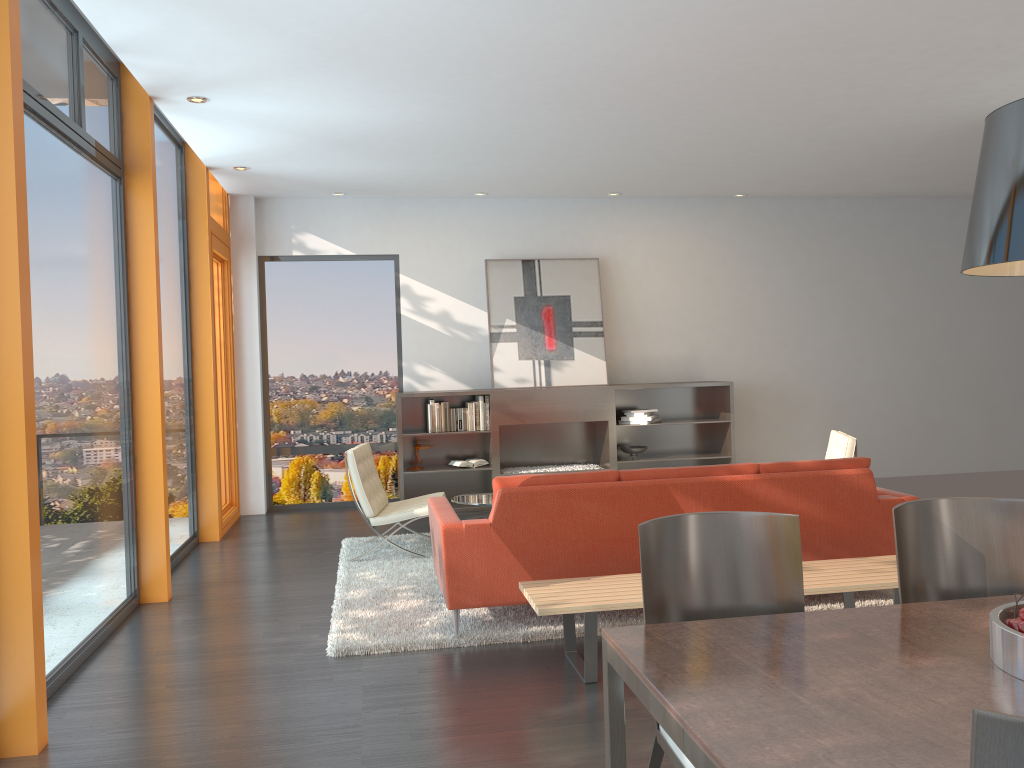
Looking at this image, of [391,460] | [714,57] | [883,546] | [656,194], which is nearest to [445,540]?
[883,546]

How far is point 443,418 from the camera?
8.5m

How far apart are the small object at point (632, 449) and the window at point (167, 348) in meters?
4.1 m

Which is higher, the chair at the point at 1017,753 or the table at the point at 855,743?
the chair at the point at 1017,753

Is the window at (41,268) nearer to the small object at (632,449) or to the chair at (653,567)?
the chair at (653,567)

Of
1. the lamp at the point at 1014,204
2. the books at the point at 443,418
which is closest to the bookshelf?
the books at the point at 443,418

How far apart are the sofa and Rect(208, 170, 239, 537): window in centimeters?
336cm

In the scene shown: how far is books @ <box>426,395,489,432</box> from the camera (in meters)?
8.55

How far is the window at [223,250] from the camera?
8.22m

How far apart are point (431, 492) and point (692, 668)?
7.13m
